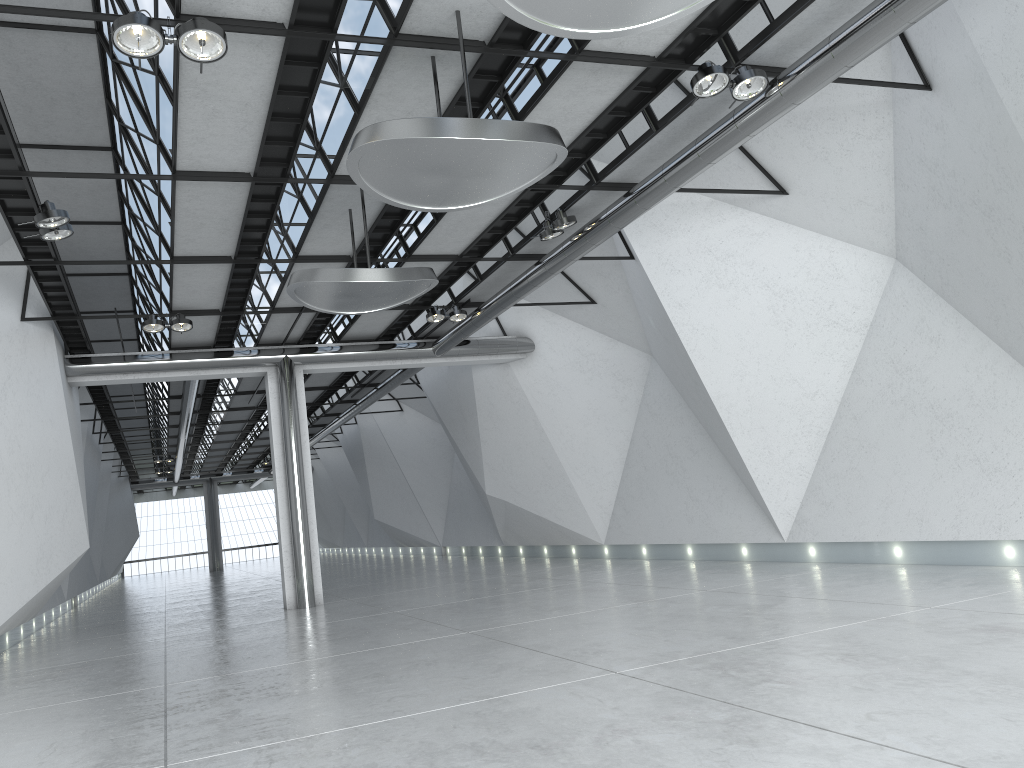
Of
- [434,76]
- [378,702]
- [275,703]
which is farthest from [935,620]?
[434,76]

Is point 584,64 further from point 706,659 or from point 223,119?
point 706,659
